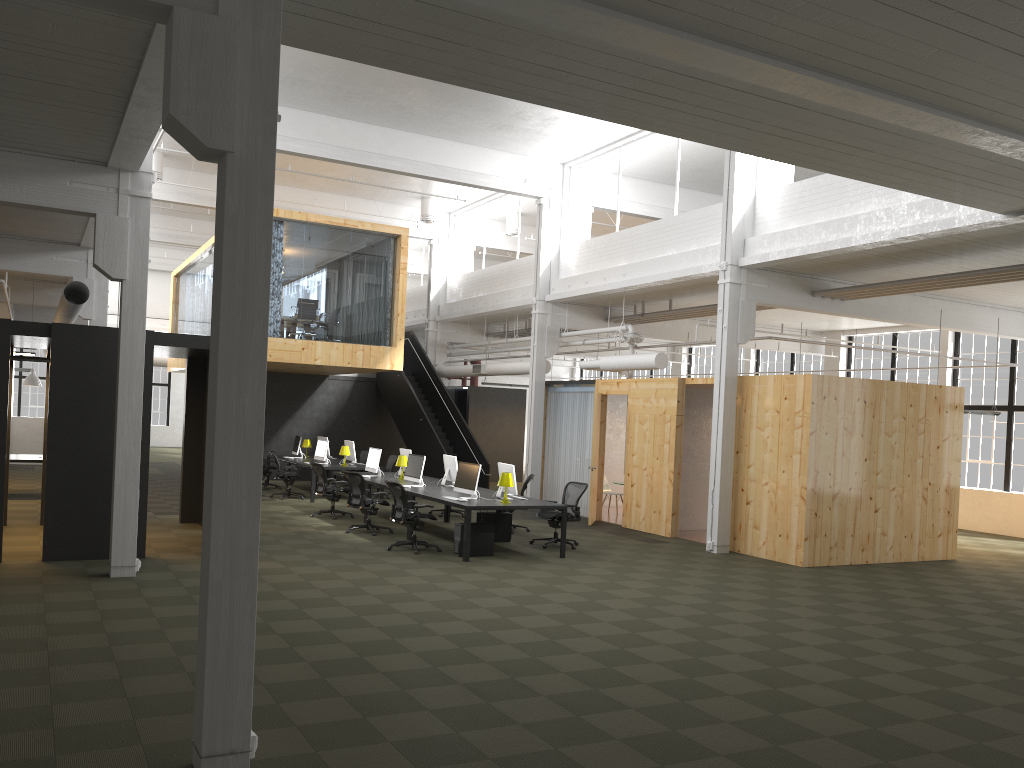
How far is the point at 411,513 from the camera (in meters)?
12.36

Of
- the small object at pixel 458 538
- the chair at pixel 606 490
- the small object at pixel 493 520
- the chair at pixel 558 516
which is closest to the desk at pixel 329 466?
the chair at pixel 606 490

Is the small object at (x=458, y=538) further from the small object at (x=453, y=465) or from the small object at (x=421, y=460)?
→ the small object at (x=453, y=465)

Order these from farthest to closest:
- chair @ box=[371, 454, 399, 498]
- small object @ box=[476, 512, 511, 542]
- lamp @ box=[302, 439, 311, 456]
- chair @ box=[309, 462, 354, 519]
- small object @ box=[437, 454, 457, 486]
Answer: lamp @ box=[302, 439, 311, 456] → chair @ box=[371, 454, 399, 498] → chair @ box=[309, 462, 354, 519] → small object @ box=[437, 454, 457, 486] → small object @ box=[476, 512, 511, 542]

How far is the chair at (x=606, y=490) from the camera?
19.35m

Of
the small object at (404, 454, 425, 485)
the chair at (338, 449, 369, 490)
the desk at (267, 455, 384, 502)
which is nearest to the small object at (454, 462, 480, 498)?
the small object at (404, 454, 425, 485)

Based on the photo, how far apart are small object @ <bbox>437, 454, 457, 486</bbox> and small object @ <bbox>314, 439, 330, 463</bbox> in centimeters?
504cm

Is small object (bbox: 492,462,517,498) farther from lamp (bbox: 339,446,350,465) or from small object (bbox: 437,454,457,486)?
lamp (bbox: 339,446,350,465)

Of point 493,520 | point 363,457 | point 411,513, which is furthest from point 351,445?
point 411,513

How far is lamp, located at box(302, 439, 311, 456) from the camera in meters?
21.8 m
